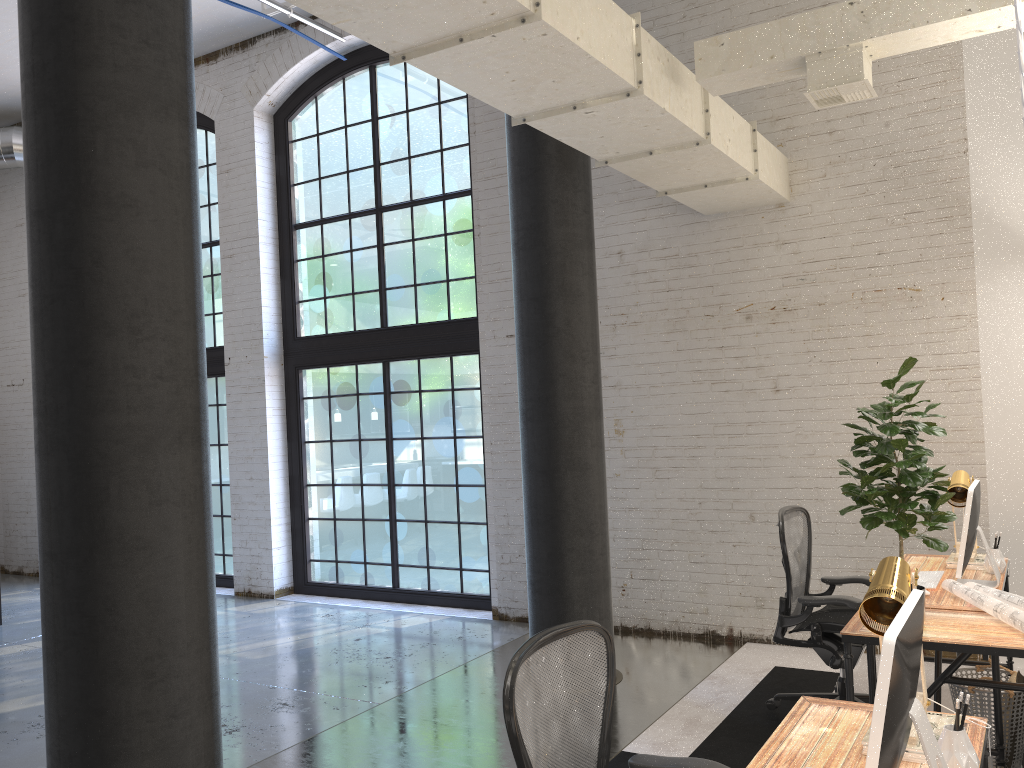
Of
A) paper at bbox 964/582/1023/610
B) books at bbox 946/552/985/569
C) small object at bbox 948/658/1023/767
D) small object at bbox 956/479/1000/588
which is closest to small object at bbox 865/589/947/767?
paper at bbox 964/582/1023/610

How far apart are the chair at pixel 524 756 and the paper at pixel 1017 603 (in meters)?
1.92

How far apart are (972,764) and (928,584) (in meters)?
2.27

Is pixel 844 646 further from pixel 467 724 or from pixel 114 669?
pixel 114 669

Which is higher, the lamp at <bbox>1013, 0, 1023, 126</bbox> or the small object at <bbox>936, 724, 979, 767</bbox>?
the lamp at <bbox>1013, 0, 1023, 126</bbox>

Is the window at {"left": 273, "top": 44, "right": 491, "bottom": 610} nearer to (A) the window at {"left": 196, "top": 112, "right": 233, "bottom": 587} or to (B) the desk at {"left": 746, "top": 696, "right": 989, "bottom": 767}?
(A) the window at {"left": 196, "top": 112, "right": 233, "bottom": 587}

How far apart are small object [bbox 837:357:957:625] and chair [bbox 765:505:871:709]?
0.7 meters

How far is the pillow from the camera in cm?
384

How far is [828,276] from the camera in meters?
5.9 m

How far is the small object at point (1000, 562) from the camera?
4.4m
